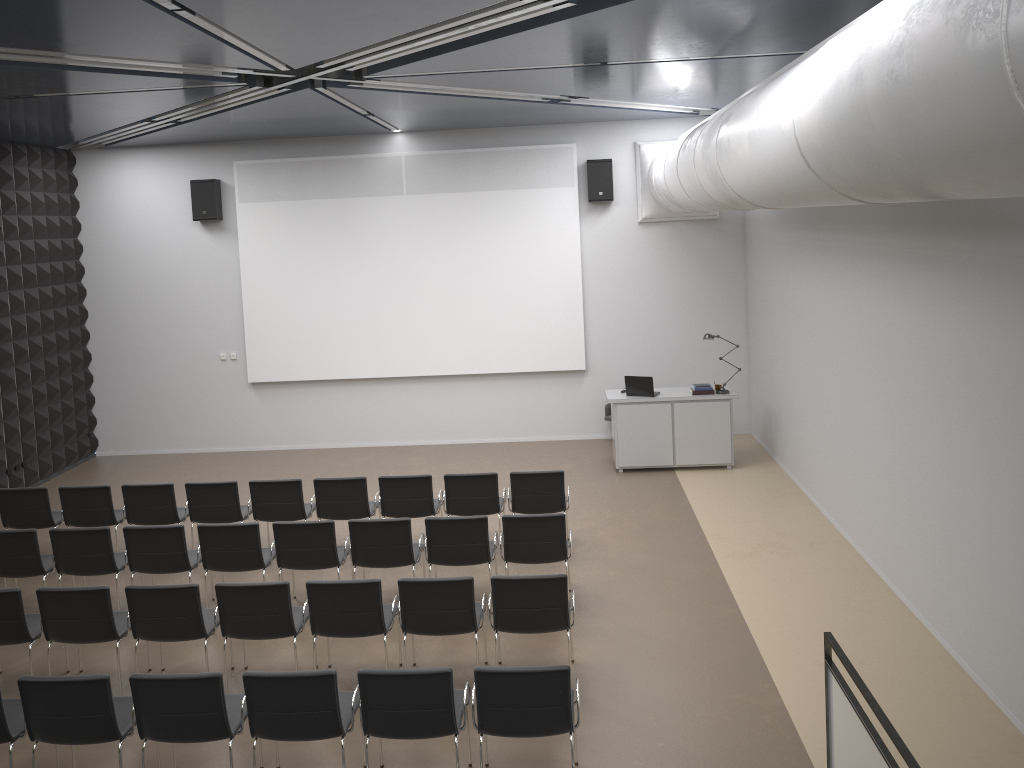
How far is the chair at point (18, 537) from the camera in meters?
8.0 m

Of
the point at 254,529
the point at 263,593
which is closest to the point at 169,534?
the point at 254,529

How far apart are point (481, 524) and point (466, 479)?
1.3 meters

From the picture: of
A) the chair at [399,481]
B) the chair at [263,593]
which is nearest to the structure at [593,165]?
the chair at [399,481]

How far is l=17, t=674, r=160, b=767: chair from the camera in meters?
5.3

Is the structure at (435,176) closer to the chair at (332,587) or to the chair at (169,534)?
the chair at (169,534)

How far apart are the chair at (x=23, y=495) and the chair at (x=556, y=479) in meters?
4.9 m

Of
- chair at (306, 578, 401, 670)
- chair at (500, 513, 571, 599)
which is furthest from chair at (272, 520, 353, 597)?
chair at (500, 513, 571, 599)

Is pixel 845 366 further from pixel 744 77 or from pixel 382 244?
pixel 382 244

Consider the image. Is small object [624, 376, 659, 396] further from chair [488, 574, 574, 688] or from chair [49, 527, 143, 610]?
chair [49, 527, 143, 610]
